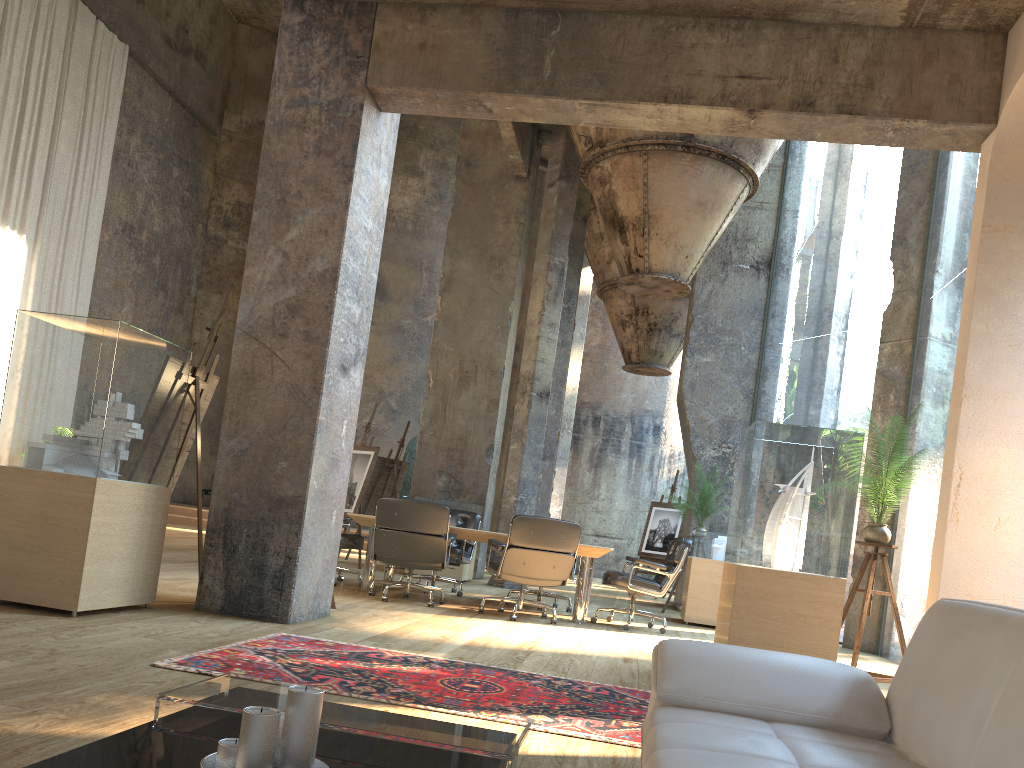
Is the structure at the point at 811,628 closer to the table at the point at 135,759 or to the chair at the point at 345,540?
the table at the point at 135,759

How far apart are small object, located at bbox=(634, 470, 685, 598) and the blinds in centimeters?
1081cm

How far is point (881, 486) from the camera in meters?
5.4

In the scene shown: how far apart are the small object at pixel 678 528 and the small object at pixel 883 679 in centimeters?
839cm

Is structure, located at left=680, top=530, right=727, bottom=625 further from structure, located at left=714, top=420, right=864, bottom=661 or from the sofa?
the sofa

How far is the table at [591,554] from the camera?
7.6m

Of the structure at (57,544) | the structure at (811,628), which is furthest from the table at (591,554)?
the structure at (57,544)

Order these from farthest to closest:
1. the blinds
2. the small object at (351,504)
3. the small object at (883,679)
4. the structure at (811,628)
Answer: the blinds, the small object at (351,504), the small object at (883,679), the structure at (811,628)

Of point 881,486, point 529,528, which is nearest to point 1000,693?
point 881,486

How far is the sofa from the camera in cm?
163
